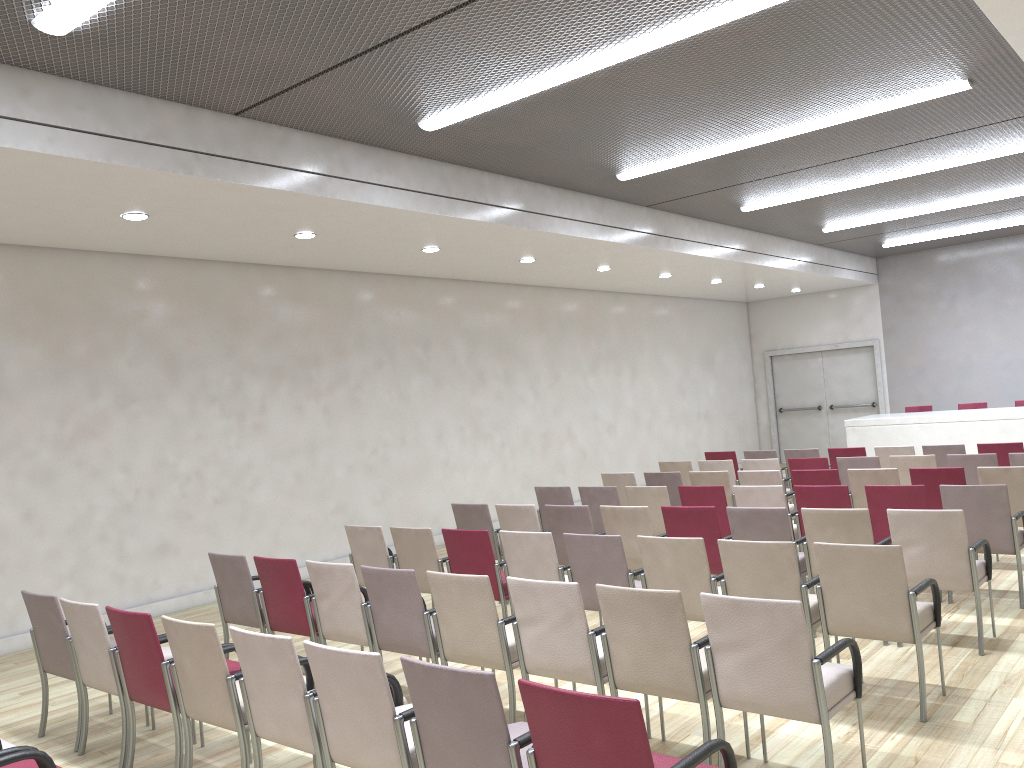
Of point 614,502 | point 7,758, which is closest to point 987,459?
point 614,502

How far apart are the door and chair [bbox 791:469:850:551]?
9.95m

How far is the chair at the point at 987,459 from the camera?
8.6m

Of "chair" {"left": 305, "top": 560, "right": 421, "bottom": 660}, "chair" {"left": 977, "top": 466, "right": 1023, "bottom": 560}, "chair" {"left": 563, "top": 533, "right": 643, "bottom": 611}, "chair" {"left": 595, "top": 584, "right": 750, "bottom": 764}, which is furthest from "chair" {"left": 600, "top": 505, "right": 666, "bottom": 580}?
"chair" {"left": 977, "top": 466, "right": 1023, "bottom": 560}

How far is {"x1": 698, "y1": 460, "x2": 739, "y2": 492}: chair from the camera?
10.3m

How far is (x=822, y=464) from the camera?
9.6m

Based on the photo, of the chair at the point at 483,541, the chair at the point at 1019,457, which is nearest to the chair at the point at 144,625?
the chair at the point at 483,541

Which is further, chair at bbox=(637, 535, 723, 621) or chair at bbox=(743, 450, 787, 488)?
chair at bbox=(743, 450, 787, 488)

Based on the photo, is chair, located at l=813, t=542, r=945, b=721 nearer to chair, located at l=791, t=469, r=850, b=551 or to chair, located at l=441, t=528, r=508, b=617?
chair, located at l=441, t=528, r=508, b=617

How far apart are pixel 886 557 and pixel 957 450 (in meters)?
6.23
